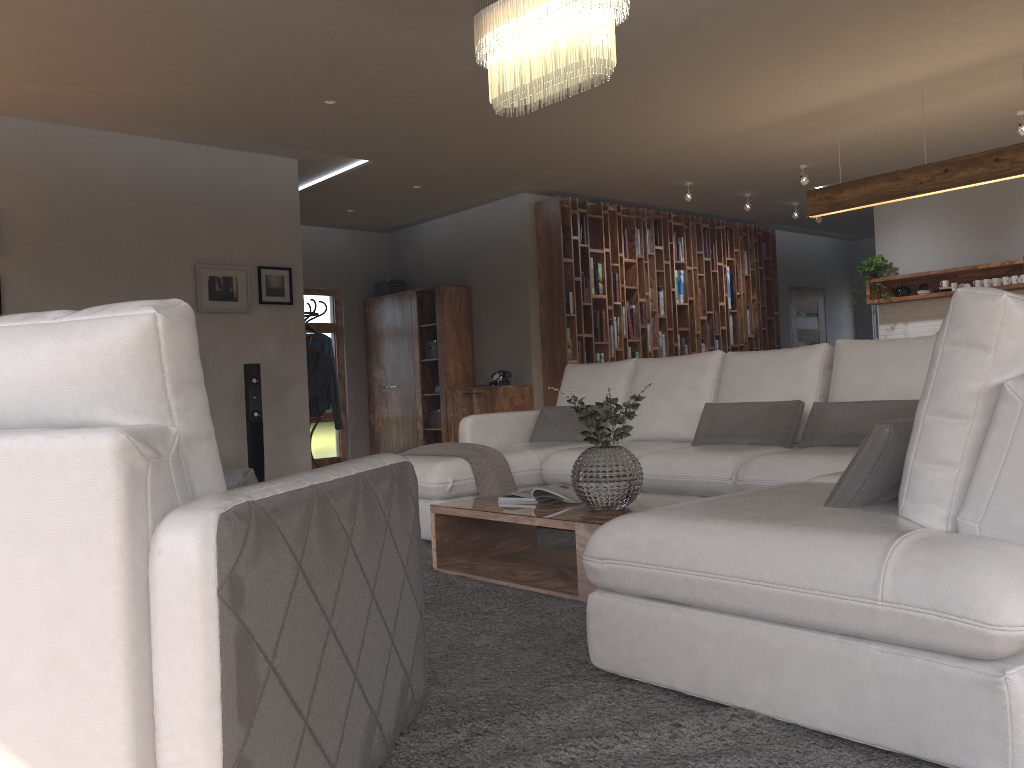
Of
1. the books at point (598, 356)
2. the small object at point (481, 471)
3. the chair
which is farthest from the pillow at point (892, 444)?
the books at point (598, 356)

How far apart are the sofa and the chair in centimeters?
45cm

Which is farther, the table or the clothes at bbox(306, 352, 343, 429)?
the clothes at bbox(306, 352, 343, 429)

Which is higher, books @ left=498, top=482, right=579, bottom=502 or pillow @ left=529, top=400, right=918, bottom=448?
pillow @ left=529, top=400, right=918, bottom=448

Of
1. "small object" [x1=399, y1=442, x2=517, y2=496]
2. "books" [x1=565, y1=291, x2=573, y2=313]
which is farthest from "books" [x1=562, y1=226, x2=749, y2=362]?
"small object" [x1=399, y1=442, x2=517, y2=496]

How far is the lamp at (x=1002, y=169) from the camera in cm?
581

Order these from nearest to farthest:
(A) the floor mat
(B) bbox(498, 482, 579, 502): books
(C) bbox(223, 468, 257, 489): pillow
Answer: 1. (C) bbox(223, 468, 257, 489): pillow
2. (A) the floor mat
3. (B) bbox(498, 482, 579, 502): books

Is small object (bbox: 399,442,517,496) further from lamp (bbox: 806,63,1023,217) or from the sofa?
lamp (bbox: 806,63,1023,217)

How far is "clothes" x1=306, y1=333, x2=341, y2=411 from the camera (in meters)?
8.29

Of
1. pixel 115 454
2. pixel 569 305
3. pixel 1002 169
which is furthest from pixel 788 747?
pixel 569 305
